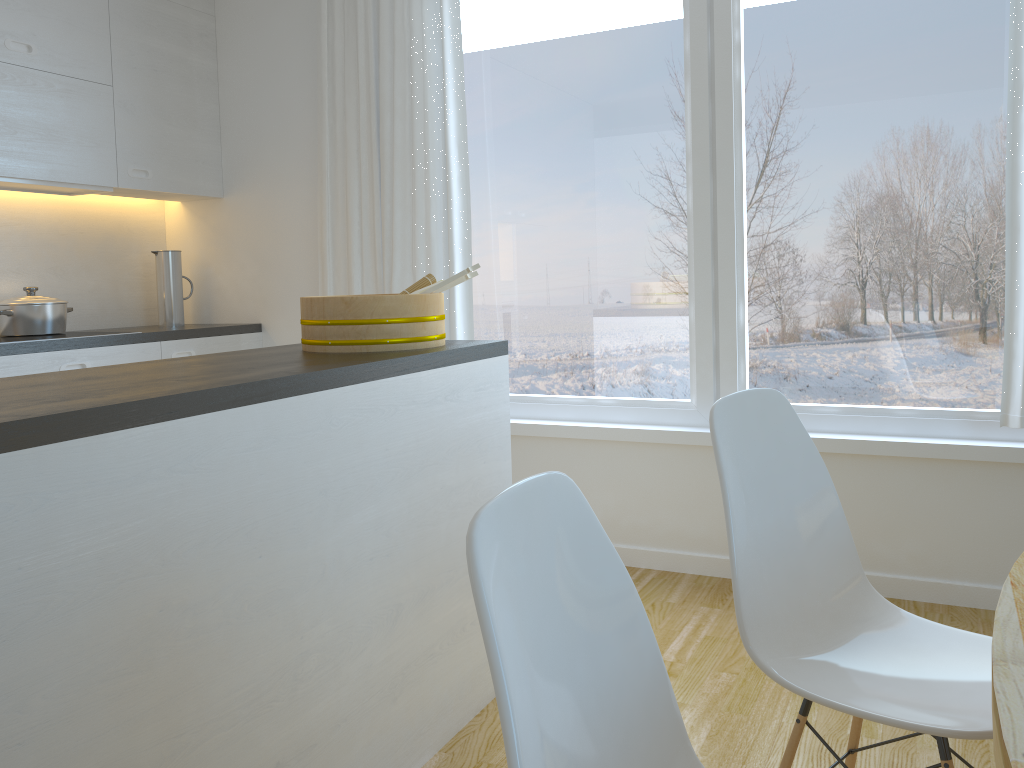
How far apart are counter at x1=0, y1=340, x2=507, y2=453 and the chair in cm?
73

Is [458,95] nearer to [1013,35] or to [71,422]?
[1013,35]

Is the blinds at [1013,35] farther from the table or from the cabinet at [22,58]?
the cabinet at [22,58]

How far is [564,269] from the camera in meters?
3.6

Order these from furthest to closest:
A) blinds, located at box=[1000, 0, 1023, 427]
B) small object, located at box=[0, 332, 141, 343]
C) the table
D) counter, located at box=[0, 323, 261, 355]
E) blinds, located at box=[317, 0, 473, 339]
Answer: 1. blinds, located at box=[317, 0, 473, 339]
2. small object, located at box=[0, 332, 141, 343]
3. counter, located at box=[0, 323, 261, 355]
4. blinds, located at box=[1000, 0, 1023, 427]
5. the table

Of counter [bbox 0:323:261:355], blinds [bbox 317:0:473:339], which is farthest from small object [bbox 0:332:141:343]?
blinds [bbox 317:0:473:339]

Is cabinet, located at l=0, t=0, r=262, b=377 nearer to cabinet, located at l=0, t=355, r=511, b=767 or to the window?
the window

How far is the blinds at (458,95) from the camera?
3.5m

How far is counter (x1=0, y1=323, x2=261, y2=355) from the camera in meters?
3.1

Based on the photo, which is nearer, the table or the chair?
the table
